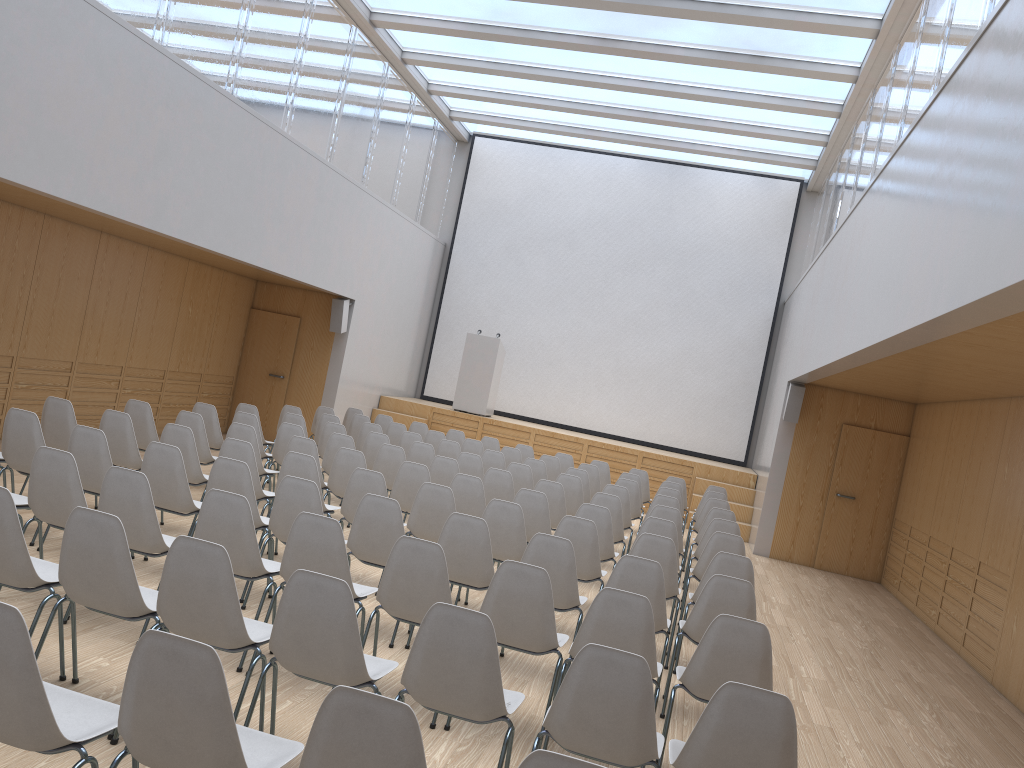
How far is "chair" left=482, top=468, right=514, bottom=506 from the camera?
8.3m

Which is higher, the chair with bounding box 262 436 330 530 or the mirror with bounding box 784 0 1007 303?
the mirror with bounding box 784 0 1007 303

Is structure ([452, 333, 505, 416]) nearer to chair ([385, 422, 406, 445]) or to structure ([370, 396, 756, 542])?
structure ([370, 396, 756, 542])

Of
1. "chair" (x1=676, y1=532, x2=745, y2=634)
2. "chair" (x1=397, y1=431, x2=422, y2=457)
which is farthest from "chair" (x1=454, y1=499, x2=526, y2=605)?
"chair" (x1=397, y1=431, x2=422, y2=457)

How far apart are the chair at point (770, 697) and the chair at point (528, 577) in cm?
94

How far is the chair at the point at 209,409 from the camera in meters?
8.9

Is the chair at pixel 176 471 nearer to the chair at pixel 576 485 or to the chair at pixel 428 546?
the chair at pixel 428 546

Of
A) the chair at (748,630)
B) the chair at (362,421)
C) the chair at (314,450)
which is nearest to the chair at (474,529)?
the chair at (748,630)

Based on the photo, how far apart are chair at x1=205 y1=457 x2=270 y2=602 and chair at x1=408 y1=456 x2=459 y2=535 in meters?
2.6

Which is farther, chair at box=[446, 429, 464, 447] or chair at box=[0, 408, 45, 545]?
chair at box=[446, 429, 464, 447]
